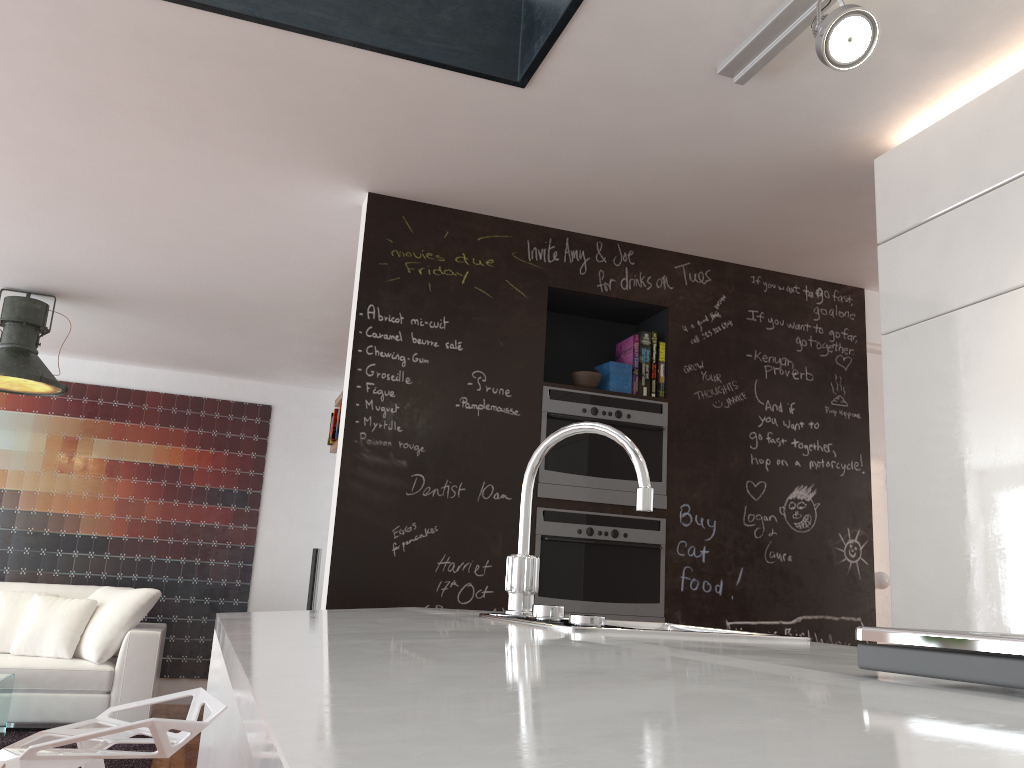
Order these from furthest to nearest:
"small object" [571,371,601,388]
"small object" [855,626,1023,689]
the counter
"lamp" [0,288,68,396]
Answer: "lamp" [0,288,68,396]
"small object" [571,371,601,388]
"small object" [855,626,1023,689]
the counter

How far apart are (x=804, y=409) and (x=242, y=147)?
2.7 meters

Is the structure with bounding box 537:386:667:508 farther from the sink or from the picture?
the picture

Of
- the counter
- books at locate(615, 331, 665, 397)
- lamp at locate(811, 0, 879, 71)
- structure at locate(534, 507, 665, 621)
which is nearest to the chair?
the counter

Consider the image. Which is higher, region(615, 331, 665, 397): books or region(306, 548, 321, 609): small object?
region(615, 331, 665, 397): books

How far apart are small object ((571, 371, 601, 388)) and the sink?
1.9 meters

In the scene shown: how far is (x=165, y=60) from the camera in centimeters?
277cm

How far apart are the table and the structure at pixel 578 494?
3.2m

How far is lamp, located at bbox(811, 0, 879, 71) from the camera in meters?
2.1 m

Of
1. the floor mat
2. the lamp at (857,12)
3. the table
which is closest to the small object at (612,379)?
the lamp at (857,12)
